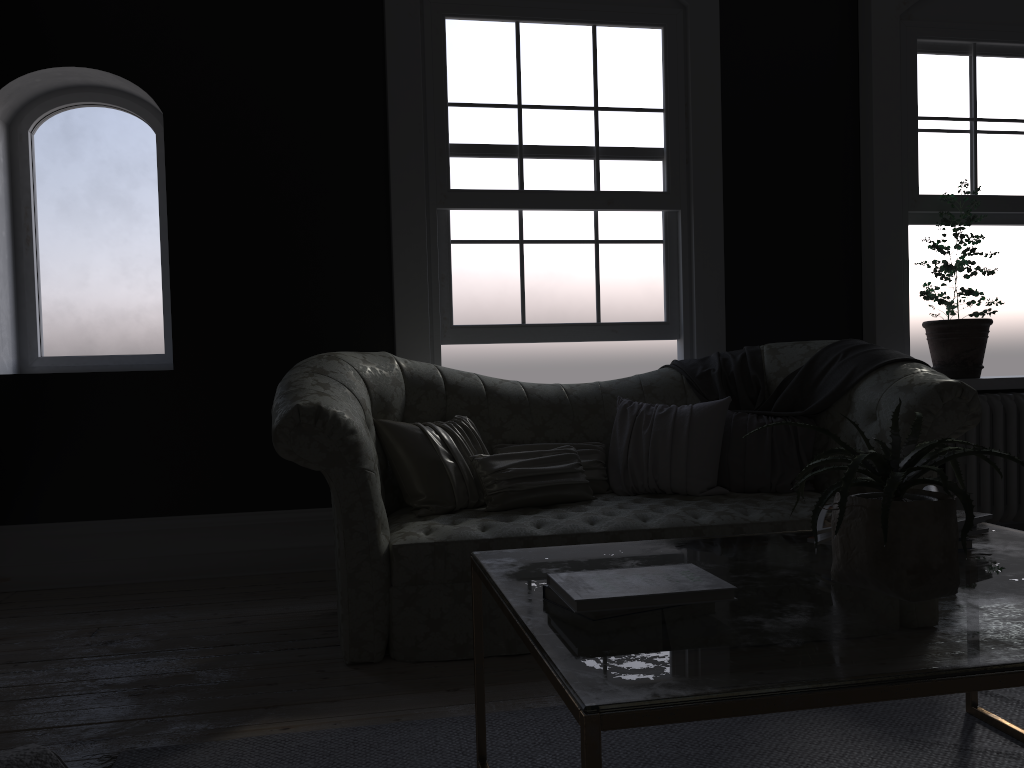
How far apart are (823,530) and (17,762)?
1.83m

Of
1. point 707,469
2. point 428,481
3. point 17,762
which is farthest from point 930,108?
point 17,762

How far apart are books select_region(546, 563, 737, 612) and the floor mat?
0.8m

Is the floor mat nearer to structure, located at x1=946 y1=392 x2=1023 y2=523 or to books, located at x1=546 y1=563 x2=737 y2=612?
books, located at x1=546 y1=563 x2=737 y2=612

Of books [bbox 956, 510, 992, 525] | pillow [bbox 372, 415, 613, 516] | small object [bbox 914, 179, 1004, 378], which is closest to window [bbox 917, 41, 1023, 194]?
→ small object [bbox 914, 179, 1004, 378]

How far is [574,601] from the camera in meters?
1.6 m

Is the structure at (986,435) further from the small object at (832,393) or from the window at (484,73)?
the window at (484,73)

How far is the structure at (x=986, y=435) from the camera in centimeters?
502cm

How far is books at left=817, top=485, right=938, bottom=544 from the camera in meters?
2.0

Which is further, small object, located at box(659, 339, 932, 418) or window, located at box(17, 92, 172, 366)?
window, located at box(17, 92, 172, 366)
